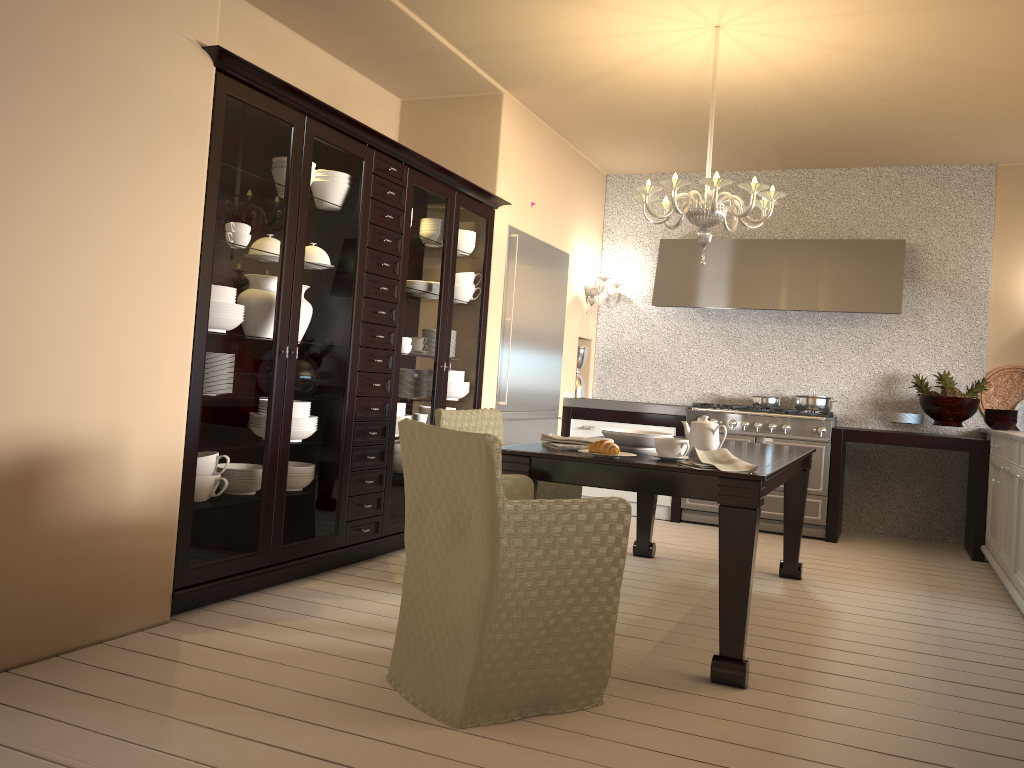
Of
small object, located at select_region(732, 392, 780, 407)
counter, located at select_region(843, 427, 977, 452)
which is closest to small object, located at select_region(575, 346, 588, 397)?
small object, located at select_region(732, 392, 780, 407)

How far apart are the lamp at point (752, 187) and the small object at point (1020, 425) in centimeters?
287cm

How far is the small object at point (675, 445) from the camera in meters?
3.0

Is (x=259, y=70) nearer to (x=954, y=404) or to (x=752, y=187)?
(x=752, y=187)

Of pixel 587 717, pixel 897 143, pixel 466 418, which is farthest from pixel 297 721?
pixel 897 143

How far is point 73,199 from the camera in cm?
251

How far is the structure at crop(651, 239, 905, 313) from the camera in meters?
5.9

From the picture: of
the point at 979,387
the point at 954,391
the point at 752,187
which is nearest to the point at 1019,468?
the point at 954,391

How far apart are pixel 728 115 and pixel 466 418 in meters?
2.7

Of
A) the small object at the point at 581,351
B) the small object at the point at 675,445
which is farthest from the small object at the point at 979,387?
the small object at the point at 675,445
